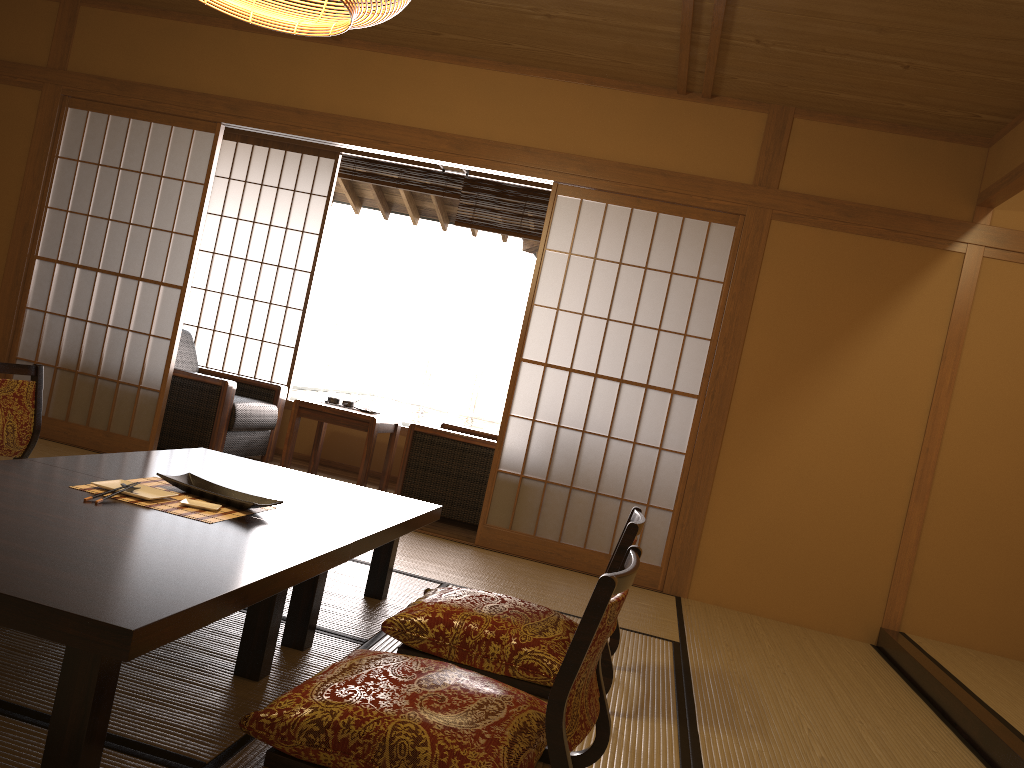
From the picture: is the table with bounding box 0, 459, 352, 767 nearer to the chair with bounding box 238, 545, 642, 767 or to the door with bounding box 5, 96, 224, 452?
the chair with bounding box 238, 545, 642, 767

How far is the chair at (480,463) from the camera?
5.0m

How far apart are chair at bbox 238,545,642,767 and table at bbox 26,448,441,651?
0.29m

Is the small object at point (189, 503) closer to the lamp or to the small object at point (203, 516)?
the small object at point (203, 516)

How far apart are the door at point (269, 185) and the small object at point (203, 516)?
4.0 meters

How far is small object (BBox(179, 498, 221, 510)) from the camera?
2.36m

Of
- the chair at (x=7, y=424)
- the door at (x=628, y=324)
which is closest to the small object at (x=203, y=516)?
the chair at (x=7, y=424)

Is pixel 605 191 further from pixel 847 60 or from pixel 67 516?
pixel 67 516

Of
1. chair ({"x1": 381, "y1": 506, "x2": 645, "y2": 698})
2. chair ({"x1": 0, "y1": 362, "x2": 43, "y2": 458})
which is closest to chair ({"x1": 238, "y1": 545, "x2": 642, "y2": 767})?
chair ({"x1": 381, "y1": 506, "x2": 645, "y2": 698})

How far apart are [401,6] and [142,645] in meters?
1.7
